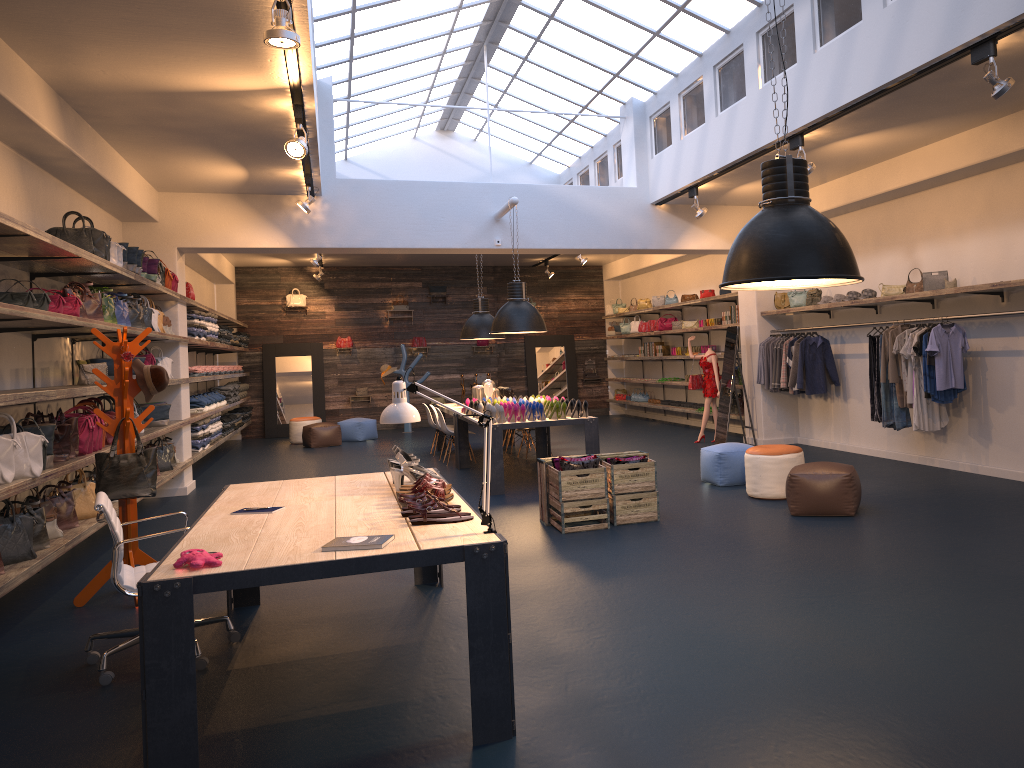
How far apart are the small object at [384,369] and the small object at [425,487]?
14.32m

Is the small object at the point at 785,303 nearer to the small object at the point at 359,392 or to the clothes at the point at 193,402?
the clothes at the point at 193,402

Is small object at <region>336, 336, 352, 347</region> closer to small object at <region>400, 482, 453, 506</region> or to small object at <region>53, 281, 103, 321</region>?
small object at <region>53, 281, 103, 321</region>

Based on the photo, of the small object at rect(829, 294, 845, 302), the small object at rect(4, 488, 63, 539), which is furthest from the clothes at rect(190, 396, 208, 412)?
the small object at rect(829, 294, 845, 302)

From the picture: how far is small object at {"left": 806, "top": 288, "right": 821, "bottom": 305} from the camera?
11.2m

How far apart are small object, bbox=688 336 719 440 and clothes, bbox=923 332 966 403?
4.52m

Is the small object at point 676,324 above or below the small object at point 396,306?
below

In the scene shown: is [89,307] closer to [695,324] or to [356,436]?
[356,436]

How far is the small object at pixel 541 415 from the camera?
9.55m

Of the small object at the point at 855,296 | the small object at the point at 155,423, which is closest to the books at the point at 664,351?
the small object at the point at 855,296
